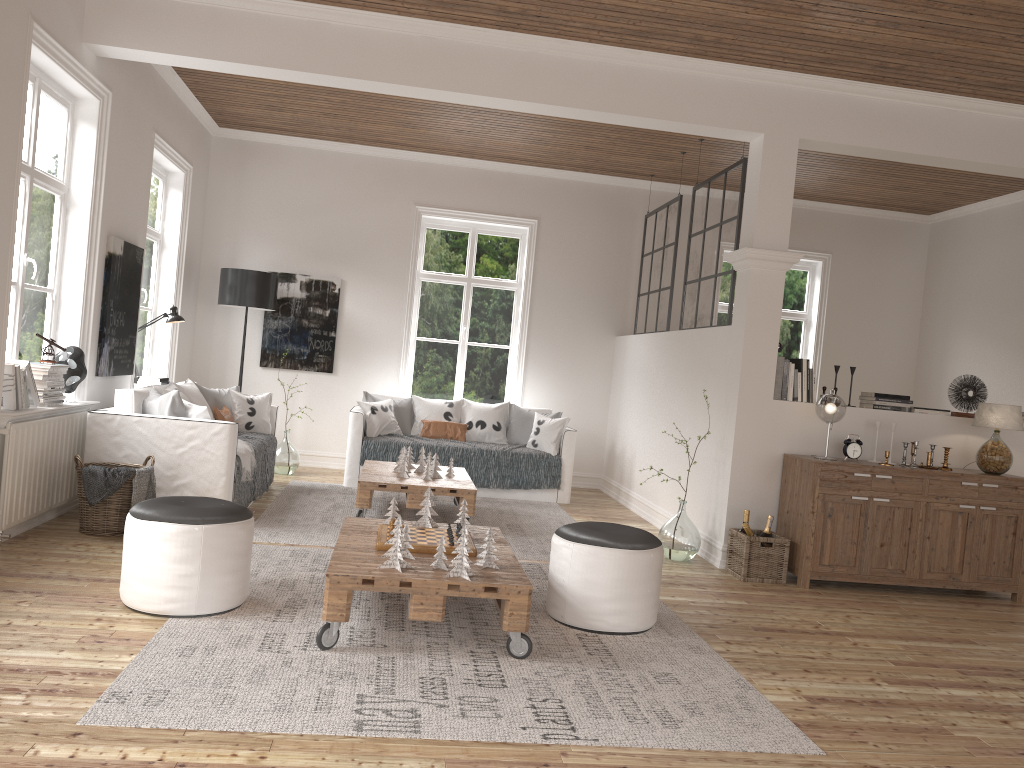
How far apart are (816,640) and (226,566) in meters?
2.7 m

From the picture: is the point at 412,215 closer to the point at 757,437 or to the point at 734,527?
the point at 757,437

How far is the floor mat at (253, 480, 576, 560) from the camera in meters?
5.4 m

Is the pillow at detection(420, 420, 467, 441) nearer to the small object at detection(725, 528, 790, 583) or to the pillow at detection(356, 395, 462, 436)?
the pillow at detection(356, 395, 462, 436)

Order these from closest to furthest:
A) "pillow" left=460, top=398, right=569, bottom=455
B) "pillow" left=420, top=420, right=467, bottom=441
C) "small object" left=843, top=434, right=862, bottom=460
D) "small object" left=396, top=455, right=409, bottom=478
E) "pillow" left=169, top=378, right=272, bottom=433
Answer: "small object" left=843, top=434, right=862, bottom=460
"small object" left=396, top=455, right=409, bottom=478
"pillow" left=169, top=378, right=272, bottom=433
"pillow" left=460, top=398, right=569, bottom=455
"pillow" left=420, top=420, right=467, bottom=441

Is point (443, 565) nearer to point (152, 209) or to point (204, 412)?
point (204, 412)

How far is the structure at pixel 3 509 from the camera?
4.4m

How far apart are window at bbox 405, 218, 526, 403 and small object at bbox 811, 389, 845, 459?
4.0 meters

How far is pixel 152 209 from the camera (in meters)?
7.34

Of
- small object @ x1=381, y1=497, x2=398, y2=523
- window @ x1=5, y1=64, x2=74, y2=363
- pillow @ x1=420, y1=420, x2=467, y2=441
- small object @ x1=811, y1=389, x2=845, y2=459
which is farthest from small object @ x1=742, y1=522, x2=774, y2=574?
window @ x1=5, y1=64, x2=74, y2=363
